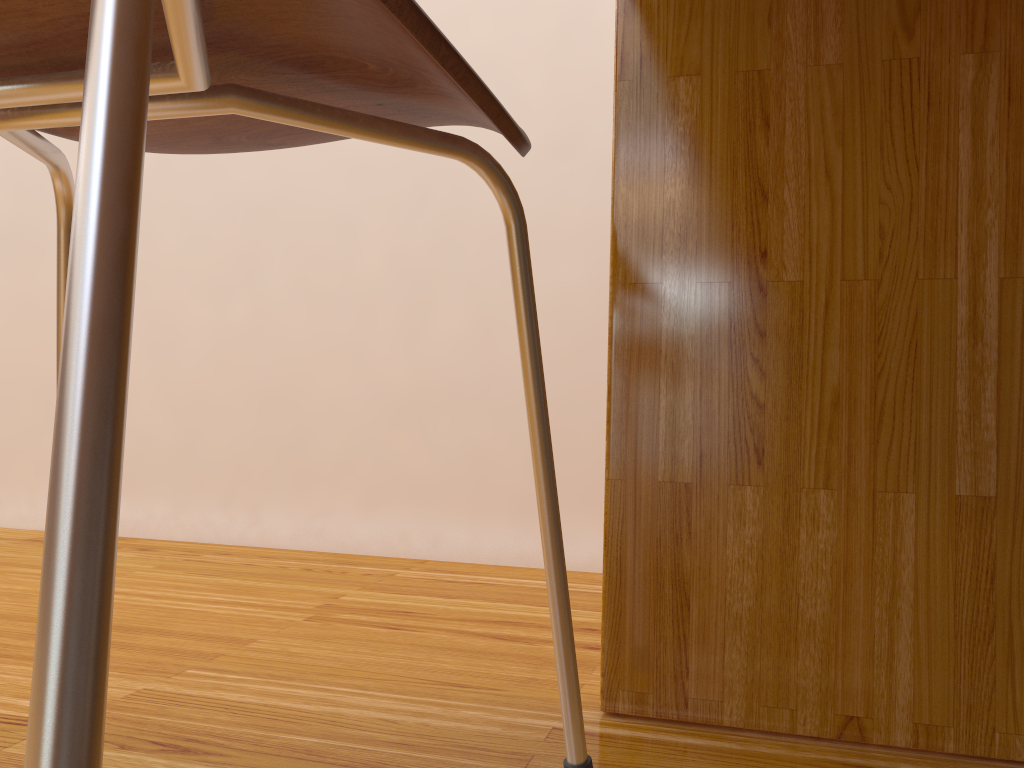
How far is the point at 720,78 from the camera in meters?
0.6

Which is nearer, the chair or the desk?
the chair

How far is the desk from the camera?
0.6 meters

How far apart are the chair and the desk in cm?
14

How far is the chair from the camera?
0.15m

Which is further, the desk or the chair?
the desk

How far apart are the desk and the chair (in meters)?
0.14

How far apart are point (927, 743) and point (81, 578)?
0.58m

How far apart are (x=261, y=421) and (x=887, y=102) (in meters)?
1.04
